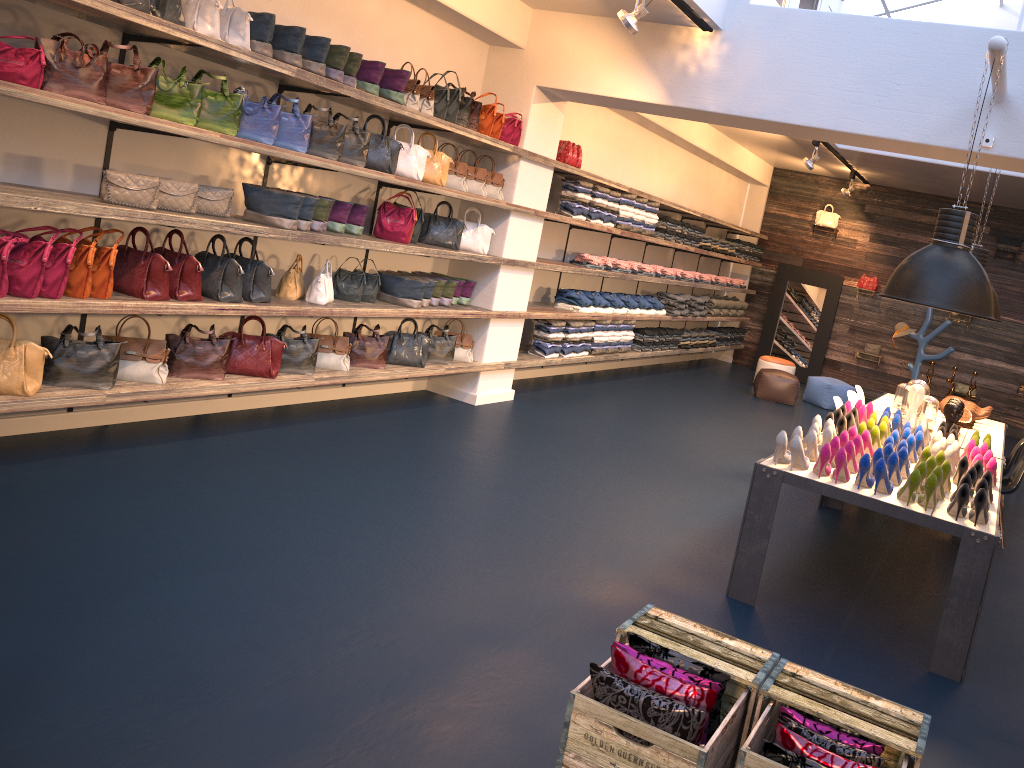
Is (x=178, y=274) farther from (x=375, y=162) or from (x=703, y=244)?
Answer: (x=703, y=244)

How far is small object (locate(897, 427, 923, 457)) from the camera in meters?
5.4

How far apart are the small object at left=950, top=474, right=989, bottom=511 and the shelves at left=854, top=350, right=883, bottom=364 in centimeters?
1018cm

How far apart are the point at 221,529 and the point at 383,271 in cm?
310

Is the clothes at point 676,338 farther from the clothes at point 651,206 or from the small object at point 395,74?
the small object at point 395,74

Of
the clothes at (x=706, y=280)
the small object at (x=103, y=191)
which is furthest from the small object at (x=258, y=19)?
the clothes at (x=706, y=280)

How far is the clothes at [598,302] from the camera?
9.60m

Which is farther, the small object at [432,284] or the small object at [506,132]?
the small object at [506,132]

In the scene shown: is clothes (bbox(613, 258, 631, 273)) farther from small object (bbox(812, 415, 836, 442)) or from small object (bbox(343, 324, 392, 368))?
small object (bbox(812, 415, 836, 442))

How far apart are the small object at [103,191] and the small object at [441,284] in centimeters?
274cm
